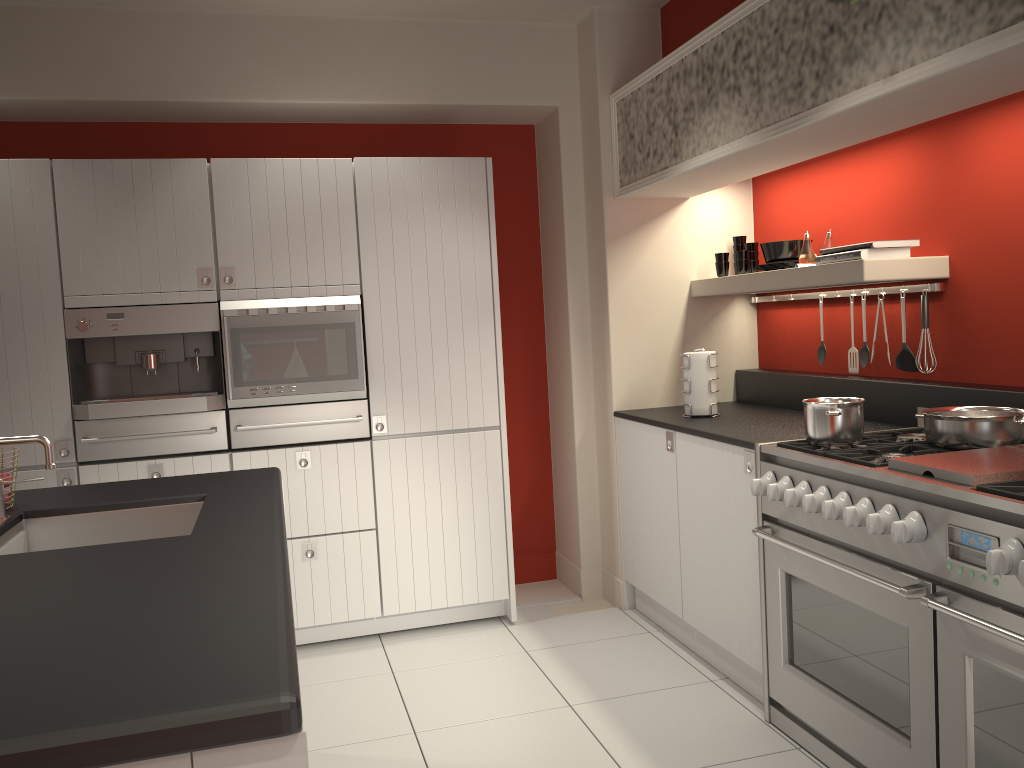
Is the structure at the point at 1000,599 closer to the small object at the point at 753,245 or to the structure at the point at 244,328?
the small object at the point at 753,245

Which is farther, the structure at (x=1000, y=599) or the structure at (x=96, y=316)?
the structure at (x=96, y=316)

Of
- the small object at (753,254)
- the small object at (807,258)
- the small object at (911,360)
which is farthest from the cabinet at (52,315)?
the small object at (911,360)

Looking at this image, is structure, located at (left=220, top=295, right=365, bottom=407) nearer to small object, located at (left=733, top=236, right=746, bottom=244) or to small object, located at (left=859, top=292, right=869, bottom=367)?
small object, located at (left=733, top=236, right=746, bottom=244)

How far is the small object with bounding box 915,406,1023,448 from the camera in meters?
2.7 m

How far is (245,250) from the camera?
3.9 meters

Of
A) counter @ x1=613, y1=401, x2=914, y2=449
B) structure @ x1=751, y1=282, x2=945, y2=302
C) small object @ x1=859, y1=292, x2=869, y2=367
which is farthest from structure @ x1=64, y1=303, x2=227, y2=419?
small object @ x1=859, y1=292, x2=869, y2=367

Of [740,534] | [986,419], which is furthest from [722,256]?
[986,419]

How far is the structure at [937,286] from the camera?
3.3m

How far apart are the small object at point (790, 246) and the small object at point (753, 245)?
0.3m
